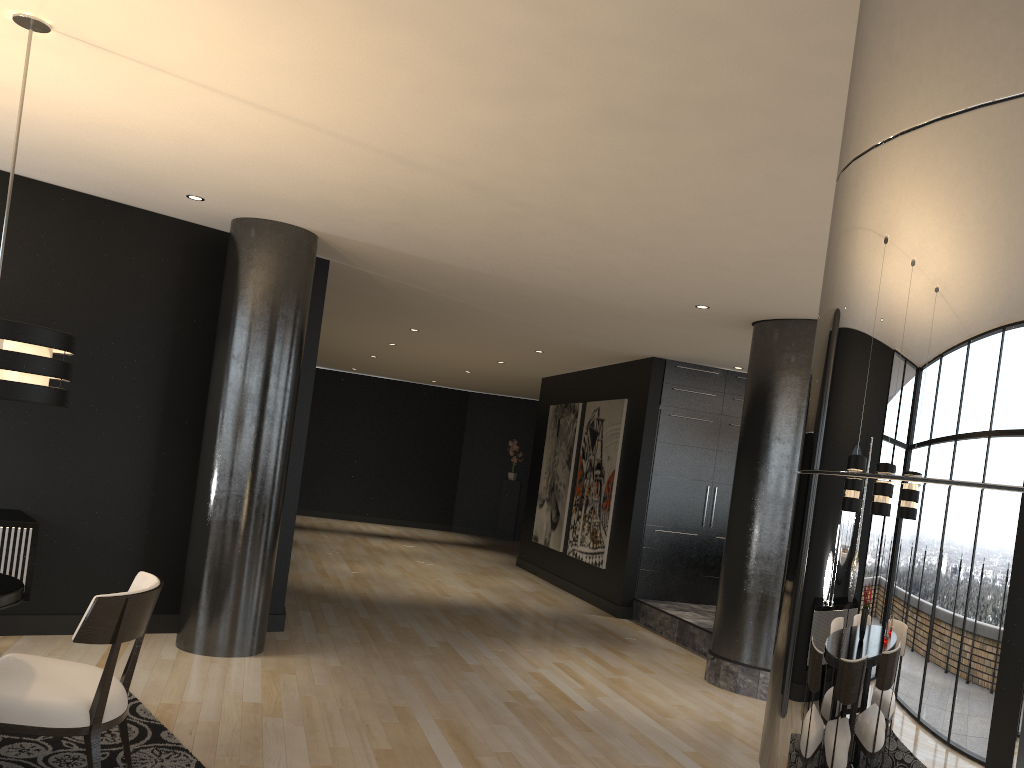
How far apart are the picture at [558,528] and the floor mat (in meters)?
6.98

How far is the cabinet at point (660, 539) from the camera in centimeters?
911cm

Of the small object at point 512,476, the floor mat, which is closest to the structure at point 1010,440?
the floor mat

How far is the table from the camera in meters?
2.9 m

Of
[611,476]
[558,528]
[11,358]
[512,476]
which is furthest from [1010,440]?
[512,476]

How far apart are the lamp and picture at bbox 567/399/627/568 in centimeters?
694cm

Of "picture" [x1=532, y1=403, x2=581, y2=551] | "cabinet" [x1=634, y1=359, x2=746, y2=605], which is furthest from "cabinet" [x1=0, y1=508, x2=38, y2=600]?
"picture" [x1=532, y1=403, x2=581, y2=551]

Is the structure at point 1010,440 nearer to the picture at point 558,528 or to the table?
the table

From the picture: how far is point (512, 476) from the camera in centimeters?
1667cm

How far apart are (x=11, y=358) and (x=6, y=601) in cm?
81
